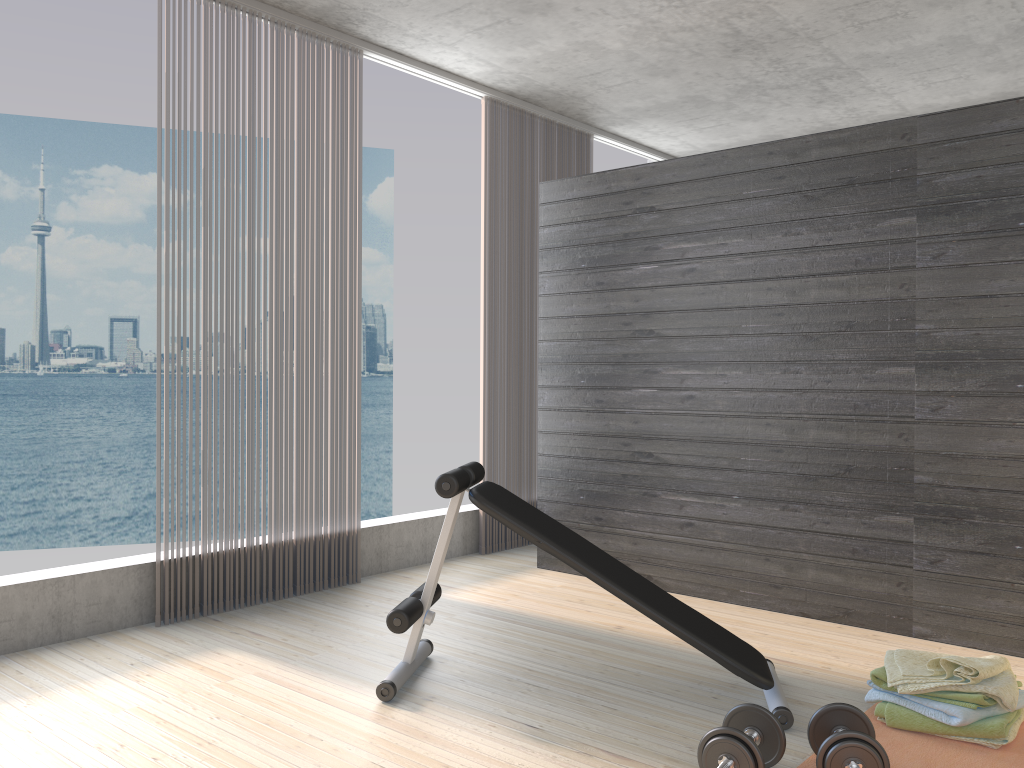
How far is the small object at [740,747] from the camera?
2.22m

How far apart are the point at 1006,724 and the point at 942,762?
0.2 meters

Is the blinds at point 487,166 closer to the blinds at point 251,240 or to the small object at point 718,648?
the blinds at point 251,240

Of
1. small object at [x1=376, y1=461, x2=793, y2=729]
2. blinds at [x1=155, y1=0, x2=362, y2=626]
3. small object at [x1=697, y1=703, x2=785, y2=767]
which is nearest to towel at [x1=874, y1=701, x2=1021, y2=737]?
small object at [x1=376, y1=461, x2=793, y2=729]

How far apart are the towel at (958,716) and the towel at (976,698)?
0.0m

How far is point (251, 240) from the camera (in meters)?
4.11

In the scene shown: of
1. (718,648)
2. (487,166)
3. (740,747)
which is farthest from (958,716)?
(487,166)

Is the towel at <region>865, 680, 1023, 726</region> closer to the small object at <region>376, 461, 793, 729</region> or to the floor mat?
the floor mat

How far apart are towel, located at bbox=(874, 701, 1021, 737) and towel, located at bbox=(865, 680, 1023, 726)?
0.02m

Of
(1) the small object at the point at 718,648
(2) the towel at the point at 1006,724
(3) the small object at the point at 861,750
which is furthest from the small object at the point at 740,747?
(2) the towel at the point at 1006,724
